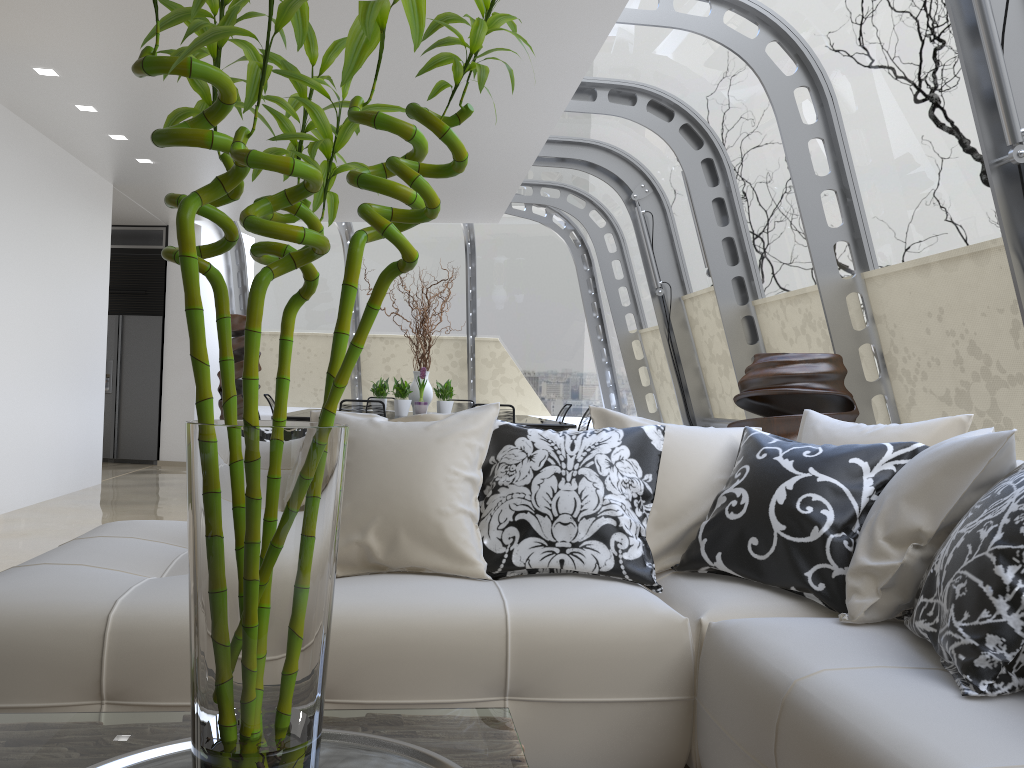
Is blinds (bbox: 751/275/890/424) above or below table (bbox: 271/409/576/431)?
above

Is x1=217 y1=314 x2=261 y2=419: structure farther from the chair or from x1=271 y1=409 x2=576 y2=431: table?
x1=271 y1=409 x2=576 y2=431: table

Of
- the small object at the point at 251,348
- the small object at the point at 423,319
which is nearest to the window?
the small object at the point at 423,319

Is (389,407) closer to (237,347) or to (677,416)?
(237,347)

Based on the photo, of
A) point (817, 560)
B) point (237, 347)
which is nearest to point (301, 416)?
point (237, 347)

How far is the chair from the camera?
10.4m

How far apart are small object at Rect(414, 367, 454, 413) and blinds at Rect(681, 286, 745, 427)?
2.4m

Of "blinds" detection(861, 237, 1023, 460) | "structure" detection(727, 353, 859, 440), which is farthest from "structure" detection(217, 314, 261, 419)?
"blinds" detection(861, 237, 1023, 460)

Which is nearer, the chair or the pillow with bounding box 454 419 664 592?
the pillow with bounding box 454 419 664 592

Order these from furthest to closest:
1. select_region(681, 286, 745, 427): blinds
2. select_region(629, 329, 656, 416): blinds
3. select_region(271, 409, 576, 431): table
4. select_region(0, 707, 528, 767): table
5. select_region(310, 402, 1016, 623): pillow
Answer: select_region(629, 329, 656, 416): blinds
select_region(681, 286, 745, 427): blinds
select_region(271, 409, 576, 431): table
select_region(310, 402, 1016, 623): pillow
select_region(0, 707, 528, 767): table
